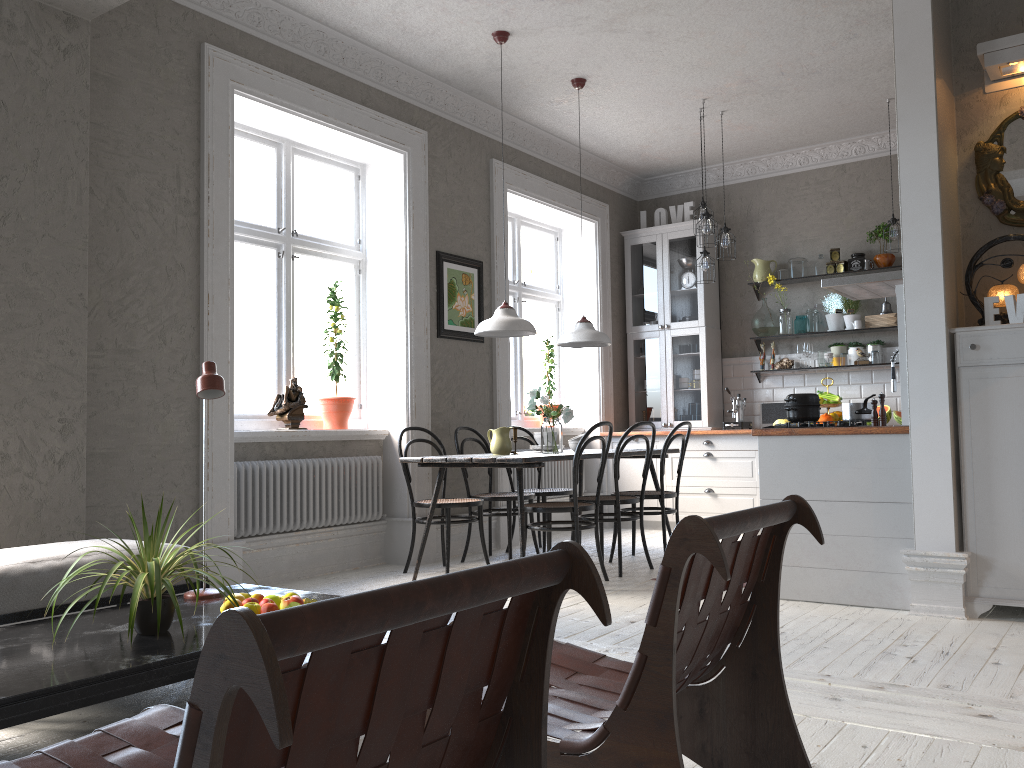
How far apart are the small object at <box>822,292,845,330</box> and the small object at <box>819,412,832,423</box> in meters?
0.8 m

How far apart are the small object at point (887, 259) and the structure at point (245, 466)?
4.4 meters

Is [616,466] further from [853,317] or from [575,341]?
[853,317]

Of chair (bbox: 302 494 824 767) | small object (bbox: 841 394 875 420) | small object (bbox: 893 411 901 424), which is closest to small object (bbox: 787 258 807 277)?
small object (bbox: 893 411 901 424)

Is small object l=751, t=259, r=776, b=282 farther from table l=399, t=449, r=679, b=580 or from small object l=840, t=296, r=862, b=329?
table l=399, t=449, r=679, b=580

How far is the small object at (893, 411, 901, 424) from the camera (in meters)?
6.69

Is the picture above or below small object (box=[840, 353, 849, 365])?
above

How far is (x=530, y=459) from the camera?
4.78m

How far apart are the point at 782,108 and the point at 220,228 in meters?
4.3

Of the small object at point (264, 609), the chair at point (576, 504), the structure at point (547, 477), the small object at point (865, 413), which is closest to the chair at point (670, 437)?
the chair at point (576, 504)
